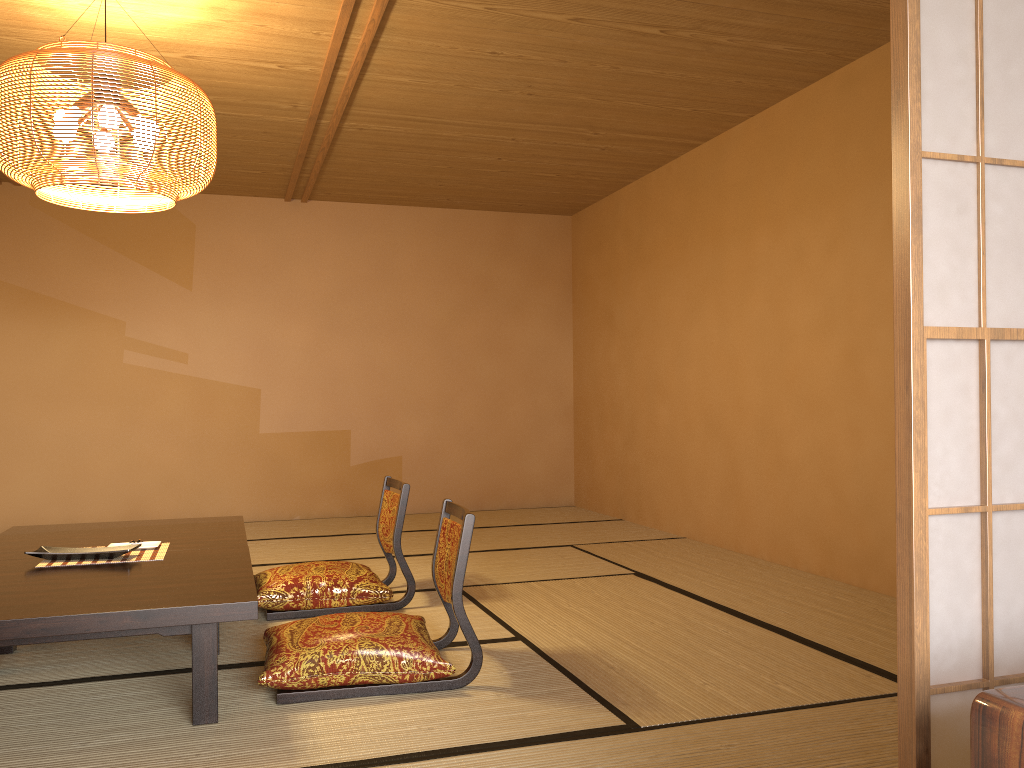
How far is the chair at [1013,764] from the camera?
1.03m

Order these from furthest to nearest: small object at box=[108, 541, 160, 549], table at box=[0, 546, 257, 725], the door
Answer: small object at box=[108, 541, 160, 549]
table at box=[0, 546, 257, 725]
the door

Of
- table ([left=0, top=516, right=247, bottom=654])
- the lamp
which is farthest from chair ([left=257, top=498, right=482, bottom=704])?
the lamp

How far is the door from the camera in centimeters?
144cm

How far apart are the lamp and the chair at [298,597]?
1.5 meters

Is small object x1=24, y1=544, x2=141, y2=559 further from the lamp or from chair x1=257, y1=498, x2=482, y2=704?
the lamp

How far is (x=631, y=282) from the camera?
6.5m

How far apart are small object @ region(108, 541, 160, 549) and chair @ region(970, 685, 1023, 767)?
3.0m

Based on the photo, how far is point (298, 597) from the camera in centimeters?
366cm

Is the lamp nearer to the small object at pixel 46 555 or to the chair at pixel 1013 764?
the small object at pixel 46 555
